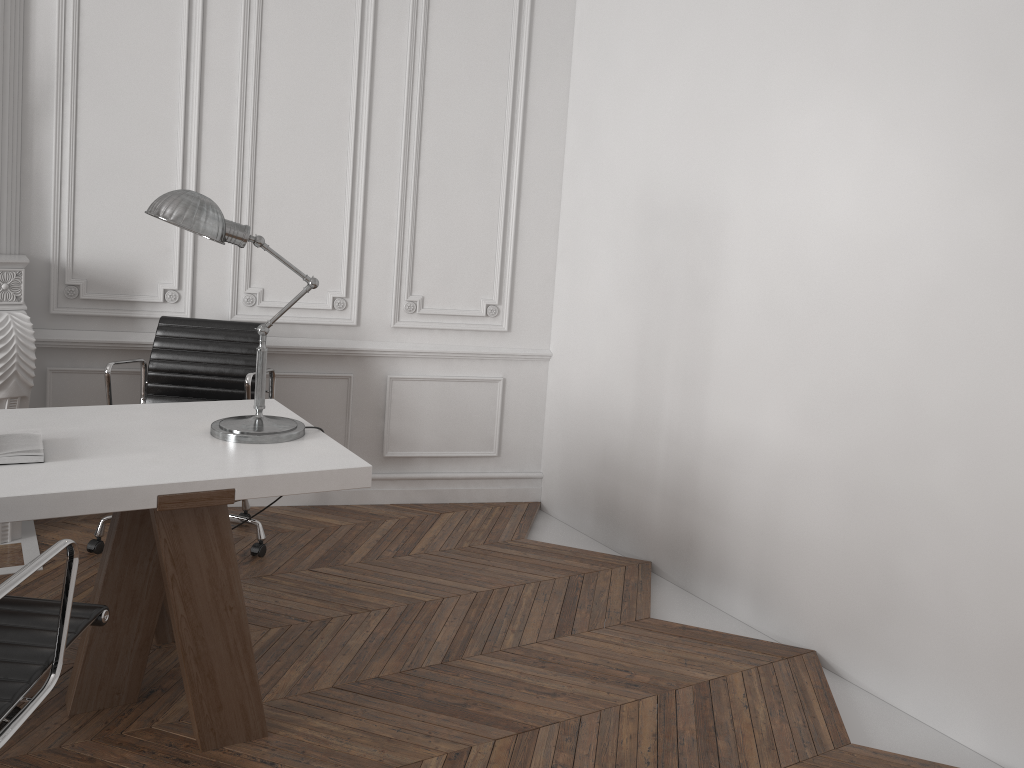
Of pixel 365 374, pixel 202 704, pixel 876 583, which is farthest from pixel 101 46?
pixel 876 583

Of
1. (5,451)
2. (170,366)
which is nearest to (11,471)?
(5,451)

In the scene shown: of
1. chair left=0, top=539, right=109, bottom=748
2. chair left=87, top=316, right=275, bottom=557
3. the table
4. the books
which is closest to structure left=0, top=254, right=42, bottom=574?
chair left=87, top=316, right=275, bottom=557

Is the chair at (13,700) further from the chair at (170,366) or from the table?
the chair at (170,366)

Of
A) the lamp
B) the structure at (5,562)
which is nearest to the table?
the lamp

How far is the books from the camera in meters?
2.2

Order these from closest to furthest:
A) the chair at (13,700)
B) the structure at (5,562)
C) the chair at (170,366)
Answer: the chair at (13,700) < the structure at (5,562) < the chair at (170,366)

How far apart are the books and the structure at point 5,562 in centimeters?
128cm

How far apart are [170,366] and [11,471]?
1.7 meters

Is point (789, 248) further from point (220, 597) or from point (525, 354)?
point (220, 597)
